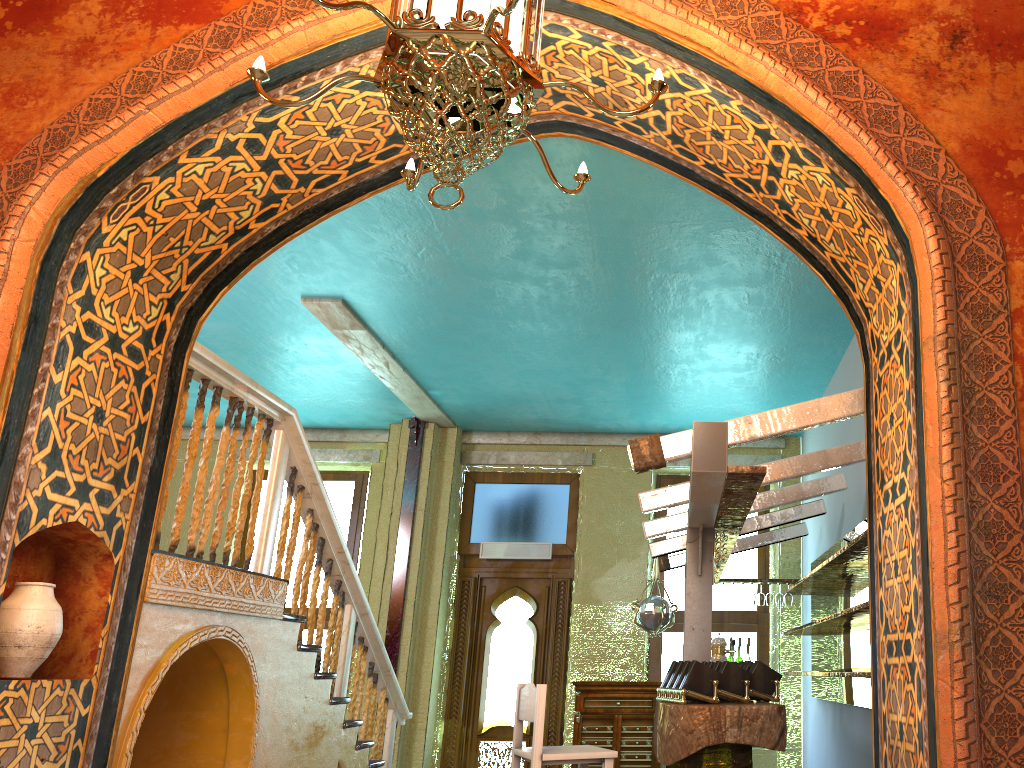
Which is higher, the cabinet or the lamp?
the lamp

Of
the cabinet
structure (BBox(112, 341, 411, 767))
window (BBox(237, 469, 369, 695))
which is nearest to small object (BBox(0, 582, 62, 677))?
structure (BBox(112, 341, 411, 767))

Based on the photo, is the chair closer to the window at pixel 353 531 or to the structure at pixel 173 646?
the structure at pixel 173 646

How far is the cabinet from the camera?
9.54m

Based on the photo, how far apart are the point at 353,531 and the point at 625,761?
4.5 meters

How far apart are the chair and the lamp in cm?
292

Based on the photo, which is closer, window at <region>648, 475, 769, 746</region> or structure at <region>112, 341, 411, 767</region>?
structure at <region>112, 341, 411, 767</region>

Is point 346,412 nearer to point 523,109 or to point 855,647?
point 855,647

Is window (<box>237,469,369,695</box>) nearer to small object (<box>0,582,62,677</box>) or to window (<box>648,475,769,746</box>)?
window (<box>648,475,769,746</box>)

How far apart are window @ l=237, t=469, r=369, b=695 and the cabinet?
3.44m
